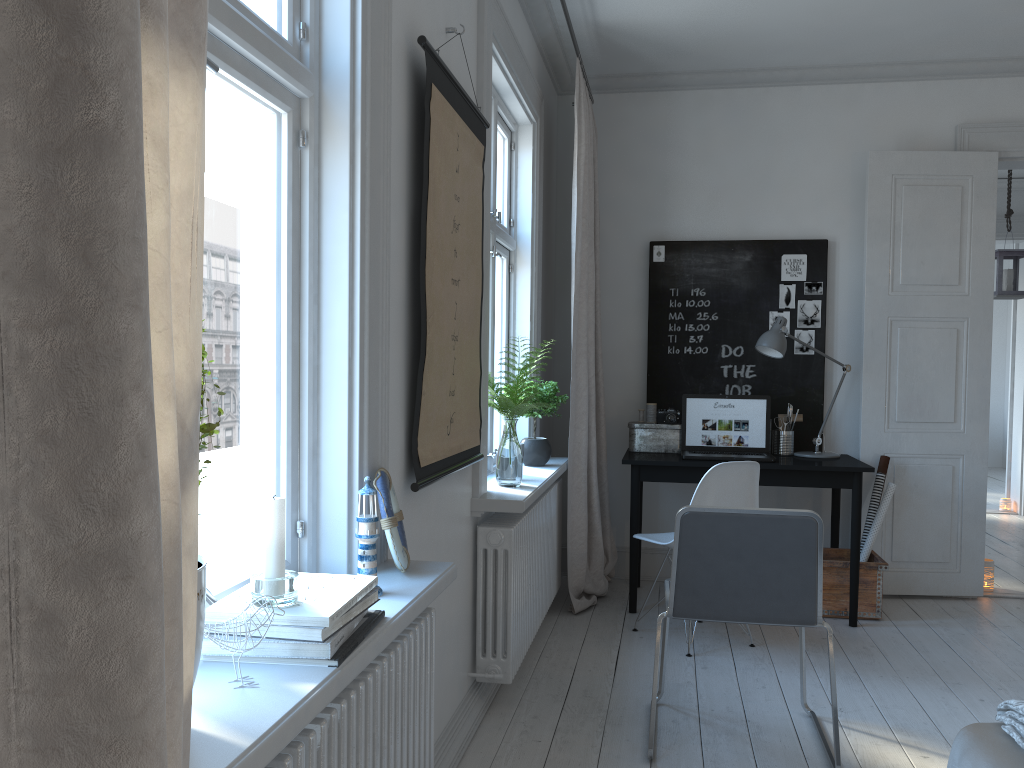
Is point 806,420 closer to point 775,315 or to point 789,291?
point 775,315

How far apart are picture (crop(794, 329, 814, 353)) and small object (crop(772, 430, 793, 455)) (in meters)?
0.51

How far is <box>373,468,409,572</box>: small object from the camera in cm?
184

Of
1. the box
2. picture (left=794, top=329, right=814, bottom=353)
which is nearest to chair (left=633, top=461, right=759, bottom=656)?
the box

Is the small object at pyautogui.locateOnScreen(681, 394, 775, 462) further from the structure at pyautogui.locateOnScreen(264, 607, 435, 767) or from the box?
the structure at pyautogui.locateOnScreen(264, 607, 435, 767)

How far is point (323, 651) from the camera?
1.3m

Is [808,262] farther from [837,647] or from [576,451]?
[837,647]

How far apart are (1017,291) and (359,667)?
5.9m

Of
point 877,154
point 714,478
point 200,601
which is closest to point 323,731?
point 200,601

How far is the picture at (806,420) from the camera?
4.8m
